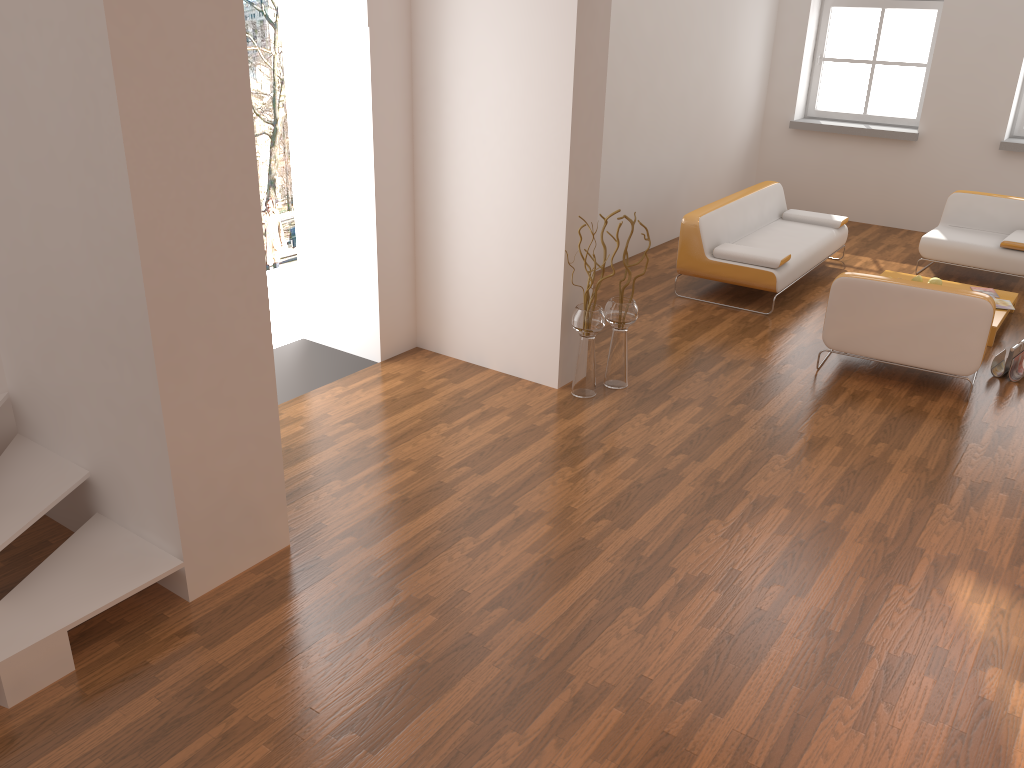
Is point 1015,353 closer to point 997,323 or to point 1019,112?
point 997,323

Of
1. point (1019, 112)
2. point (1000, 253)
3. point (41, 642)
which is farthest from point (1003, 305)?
point (41, 642)

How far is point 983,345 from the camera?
5.1 meters

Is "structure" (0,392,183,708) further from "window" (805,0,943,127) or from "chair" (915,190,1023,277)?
"window" (805,0,943,127)

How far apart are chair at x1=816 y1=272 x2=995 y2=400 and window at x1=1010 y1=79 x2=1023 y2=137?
4.9 meters

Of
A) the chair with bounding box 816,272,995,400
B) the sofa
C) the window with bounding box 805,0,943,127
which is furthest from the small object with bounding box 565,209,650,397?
the window with bounding box 805,0,943,127

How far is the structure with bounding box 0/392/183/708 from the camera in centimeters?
291cm

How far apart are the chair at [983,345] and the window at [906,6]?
5.0 meters

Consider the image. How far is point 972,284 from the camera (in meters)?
7.65

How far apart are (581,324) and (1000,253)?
4.42m
